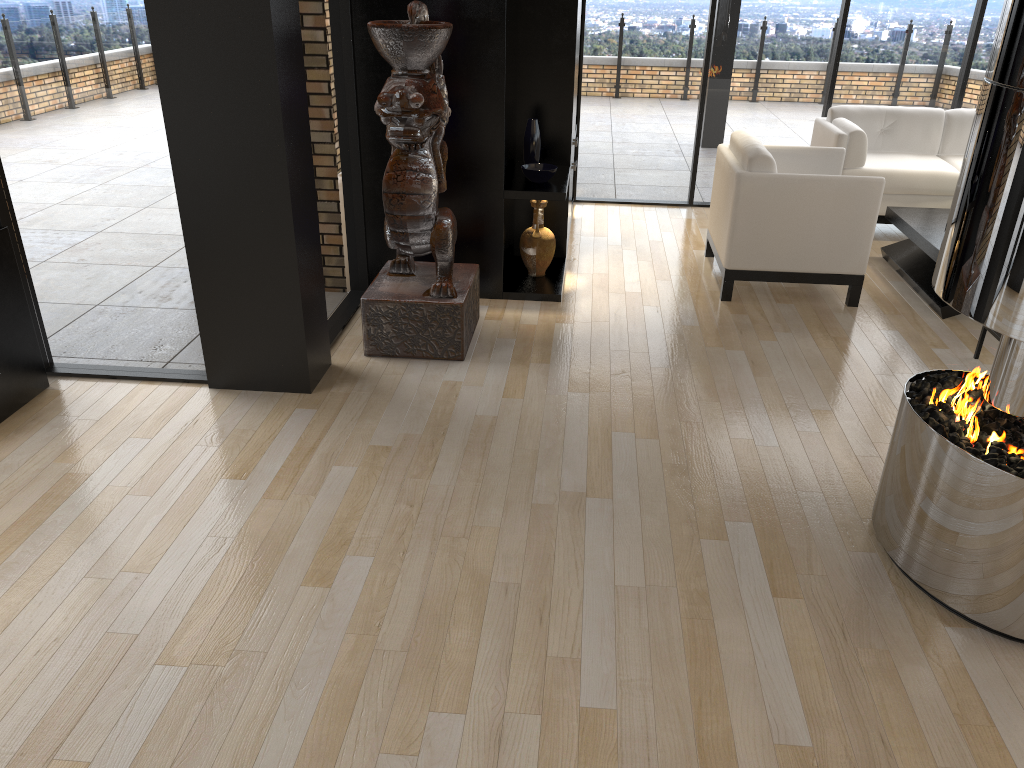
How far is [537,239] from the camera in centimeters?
547cm

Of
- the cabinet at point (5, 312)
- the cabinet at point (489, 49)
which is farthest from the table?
the cabinet at point (5, 312)

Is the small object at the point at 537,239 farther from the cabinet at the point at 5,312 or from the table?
the cabinet at the point at 5,312

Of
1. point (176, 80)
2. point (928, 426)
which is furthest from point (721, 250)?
point (176, 80)

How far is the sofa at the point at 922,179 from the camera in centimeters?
642cm

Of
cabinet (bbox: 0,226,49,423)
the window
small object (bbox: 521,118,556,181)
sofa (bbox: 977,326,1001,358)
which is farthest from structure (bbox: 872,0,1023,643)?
cabinet (bbox: 0,226,49,423)

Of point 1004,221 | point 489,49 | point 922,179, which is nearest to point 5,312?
point 489,49

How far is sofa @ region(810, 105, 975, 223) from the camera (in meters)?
6.42

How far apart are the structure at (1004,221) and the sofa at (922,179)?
3.8 meters

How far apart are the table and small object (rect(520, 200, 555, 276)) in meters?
2.3 m
